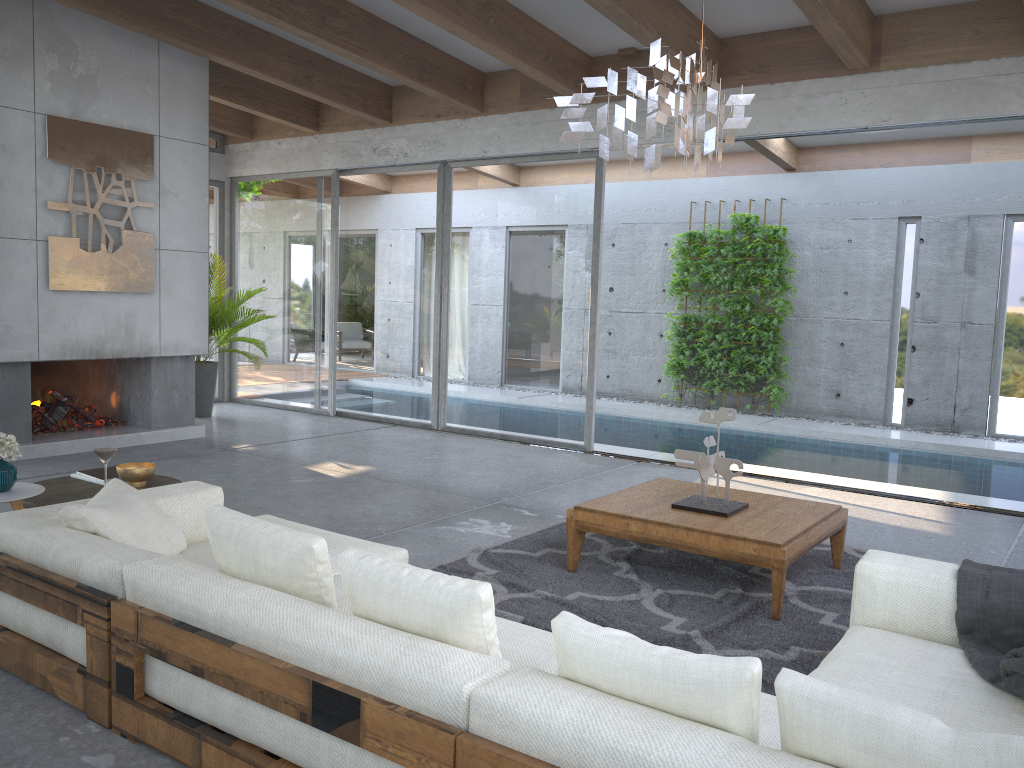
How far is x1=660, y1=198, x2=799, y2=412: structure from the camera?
11.08m

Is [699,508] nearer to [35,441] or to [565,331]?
[565,331]

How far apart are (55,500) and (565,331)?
5.16m

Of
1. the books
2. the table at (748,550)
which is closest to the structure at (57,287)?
the books

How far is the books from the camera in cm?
426

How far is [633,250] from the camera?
12.4 meters

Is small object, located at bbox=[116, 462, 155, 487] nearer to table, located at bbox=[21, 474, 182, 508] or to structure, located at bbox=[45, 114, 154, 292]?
table, located at bbox=[21, 474, 182, 508]

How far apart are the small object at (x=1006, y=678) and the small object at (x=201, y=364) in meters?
7.7

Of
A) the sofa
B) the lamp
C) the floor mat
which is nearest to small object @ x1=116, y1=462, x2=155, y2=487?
the sofa

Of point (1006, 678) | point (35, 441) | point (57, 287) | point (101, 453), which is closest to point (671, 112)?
point (1006, 678)
